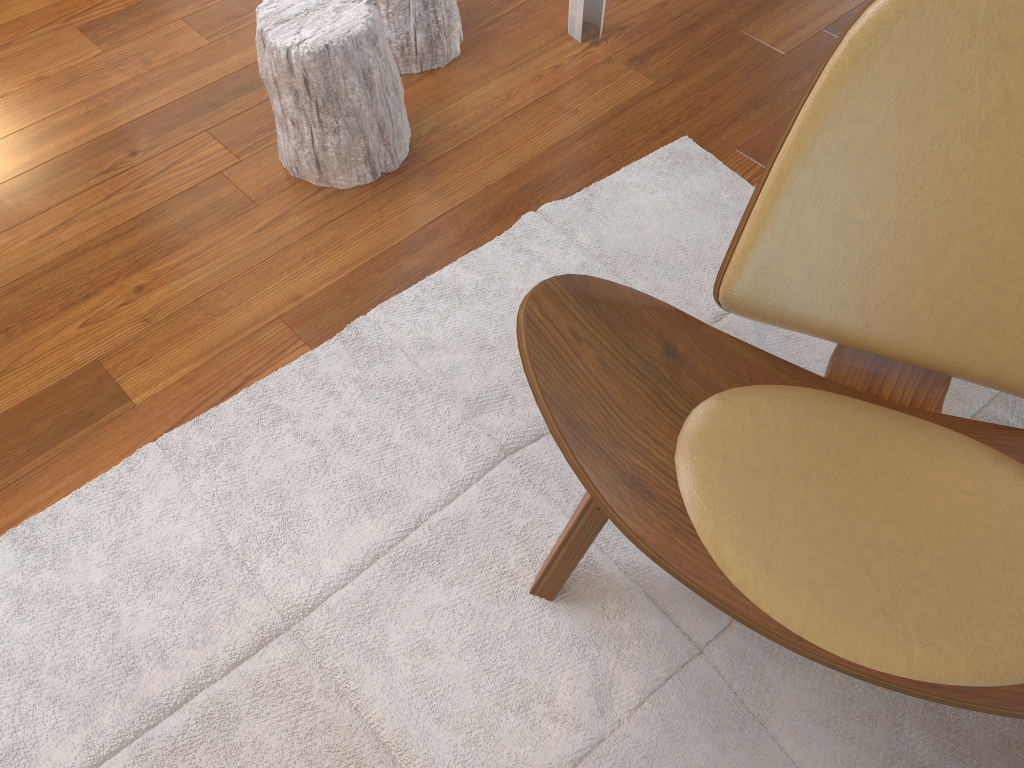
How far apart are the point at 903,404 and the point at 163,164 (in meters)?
1.58

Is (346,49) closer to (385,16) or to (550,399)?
(385,16)

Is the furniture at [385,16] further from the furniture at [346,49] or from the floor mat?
the floor mat

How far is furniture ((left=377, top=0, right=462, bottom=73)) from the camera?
2.0m

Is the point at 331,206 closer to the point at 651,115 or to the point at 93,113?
the point at 93,113

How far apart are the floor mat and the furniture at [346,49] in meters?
0.3

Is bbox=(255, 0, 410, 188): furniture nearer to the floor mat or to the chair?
the floor mat

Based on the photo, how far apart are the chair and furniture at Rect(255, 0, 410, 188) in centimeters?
85cm

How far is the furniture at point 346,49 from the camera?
1.68m

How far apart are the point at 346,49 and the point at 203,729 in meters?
1.2 m
